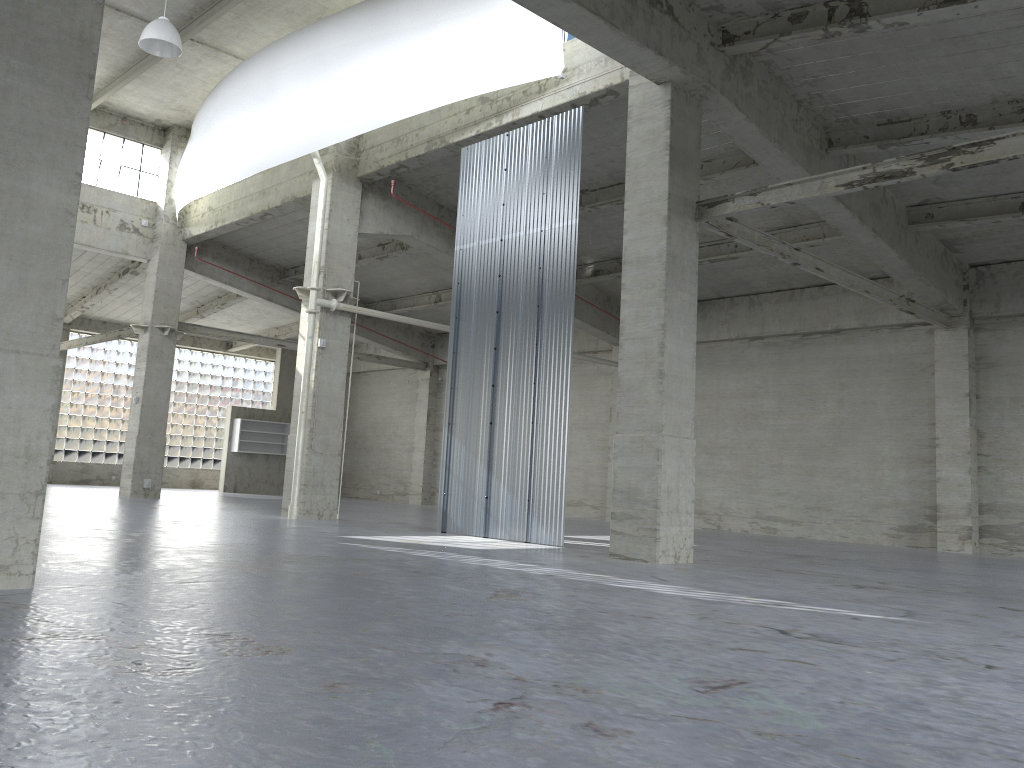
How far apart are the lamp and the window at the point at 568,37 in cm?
1039

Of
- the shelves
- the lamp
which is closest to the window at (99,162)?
the lamp

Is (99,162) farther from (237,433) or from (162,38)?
(237,433)

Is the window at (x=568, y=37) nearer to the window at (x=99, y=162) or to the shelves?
the window at (x=99, y=162)

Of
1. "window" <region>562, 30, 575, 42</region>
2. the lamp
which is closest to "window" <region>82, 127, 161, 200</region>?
the lamp

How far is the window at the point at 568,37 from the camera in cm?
2208

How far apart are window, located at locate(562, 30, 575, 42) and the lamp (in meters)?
10.39

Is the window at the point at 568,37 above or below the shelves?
above

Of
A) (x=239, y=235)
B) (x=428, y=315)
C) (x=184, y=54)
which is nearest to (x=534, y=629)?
(x=184, y=54)

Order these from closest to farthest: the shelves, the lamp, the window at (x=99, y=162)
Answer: the lamp
the window at (x=99, y=162)
the shelves
